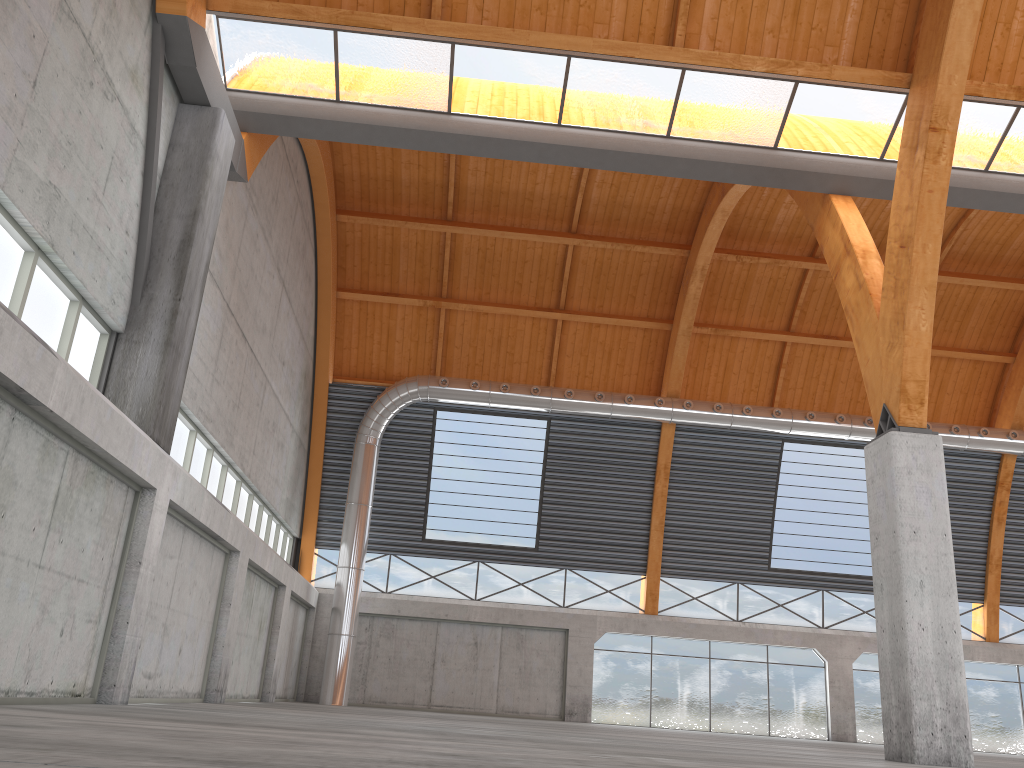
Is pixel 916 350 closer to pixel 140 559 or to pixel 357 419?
pixel 140 559
